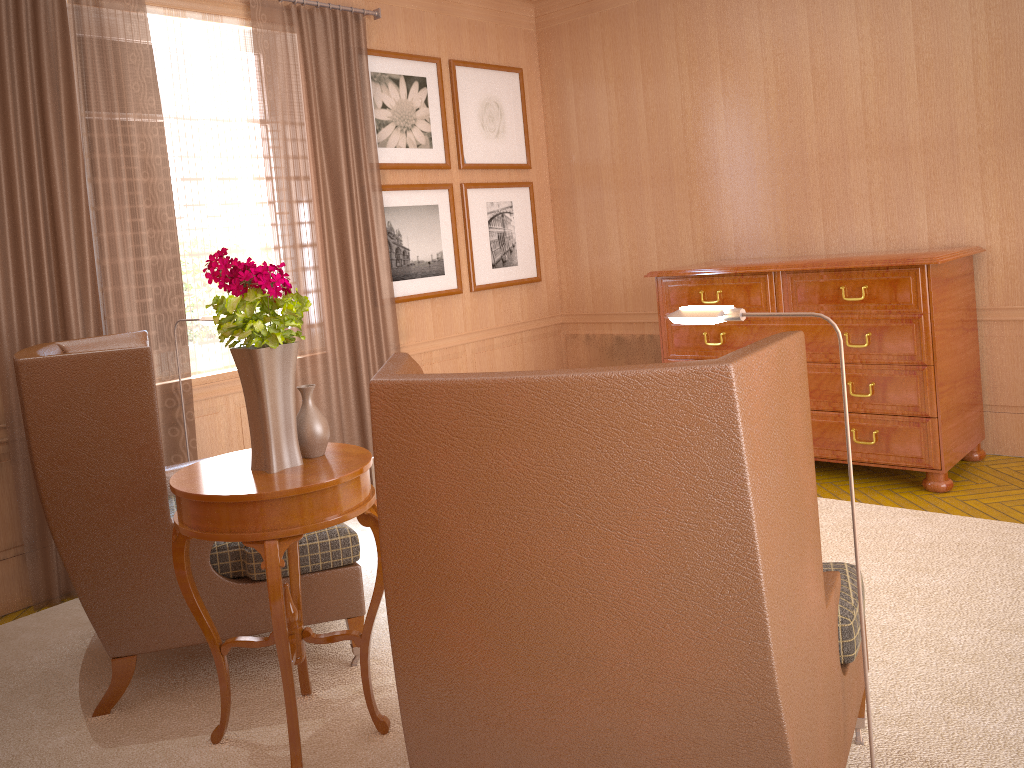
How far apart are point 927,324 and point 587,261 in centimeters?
462cm

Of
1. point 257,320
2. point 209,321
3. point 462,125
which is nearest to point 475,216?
point 462,125

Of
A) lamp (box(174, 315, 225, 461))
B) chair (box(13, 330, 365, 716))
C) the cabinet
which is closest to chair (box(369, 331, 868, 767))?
chair (box(13, 330, 365, 716))

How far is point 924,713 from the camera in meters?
4.3 m

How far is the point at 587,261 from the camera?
10.9 meters

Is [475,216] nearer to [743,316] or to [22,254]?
[22,254]

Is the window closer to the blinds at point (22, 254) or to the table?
the blinds at point (22, 254)

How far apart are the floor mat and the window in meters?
1.7 m

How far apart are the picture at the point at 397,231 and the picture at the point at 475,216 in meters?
0.2

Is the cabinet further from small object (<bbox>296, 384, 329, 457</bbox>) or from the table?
small object (<bbox>296, 384, 329, 457</bbox>)
